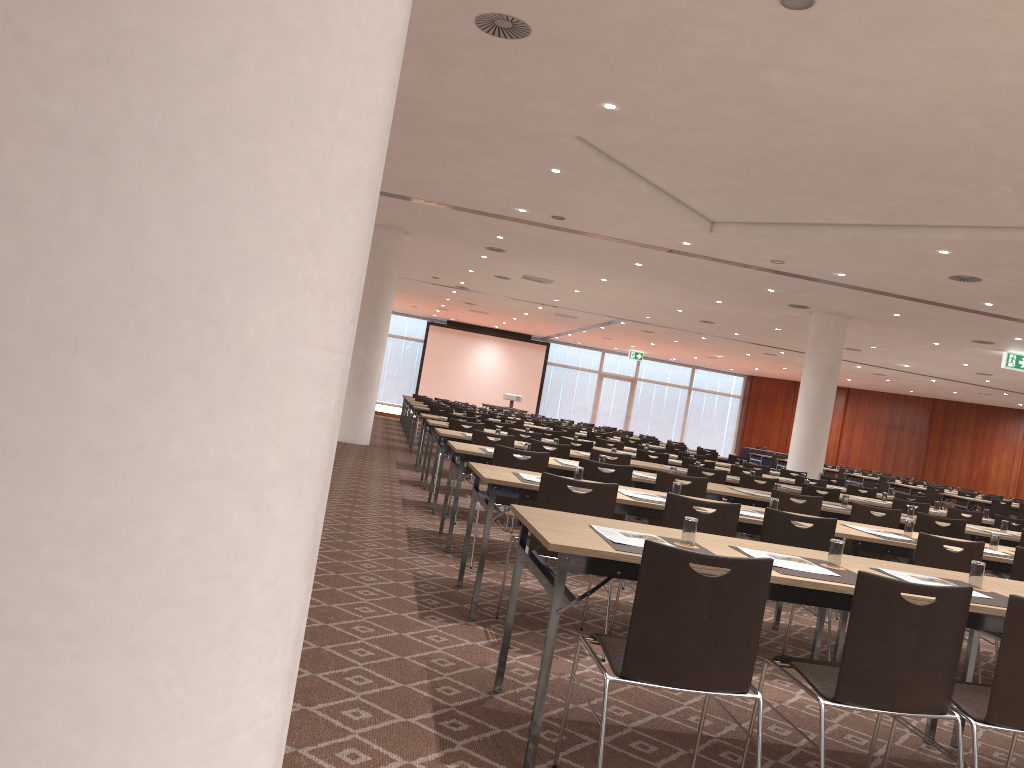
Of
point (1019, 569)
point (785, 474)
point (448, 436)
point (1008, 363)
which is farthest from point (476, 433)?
point (1008, 363)

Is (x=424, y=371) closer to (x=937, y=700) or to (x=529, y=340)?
(x=529, y=340)

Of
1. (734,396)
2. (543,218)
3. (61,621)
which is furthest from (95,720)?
(734,396)

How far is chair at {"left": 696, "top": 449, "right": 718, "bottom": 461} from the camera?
16.90m

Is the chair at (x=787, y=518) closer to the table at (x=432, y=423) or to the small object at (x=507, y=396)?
the table at (x=432, y=423)

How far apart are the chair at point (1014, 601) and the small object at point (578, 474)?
2.6 meters

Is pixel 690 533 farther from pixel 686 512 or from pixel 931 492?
pixel 931 492

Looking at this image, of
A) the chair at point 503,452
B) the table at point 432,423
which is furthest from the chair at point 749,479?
the table at point 432,423

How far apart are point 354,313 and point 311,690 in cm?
281

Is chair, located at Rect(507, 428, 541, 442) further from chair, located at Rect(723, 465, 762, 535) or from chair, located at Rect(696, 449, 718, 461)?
chair, located at Rect(696, 449, 718, 461)
